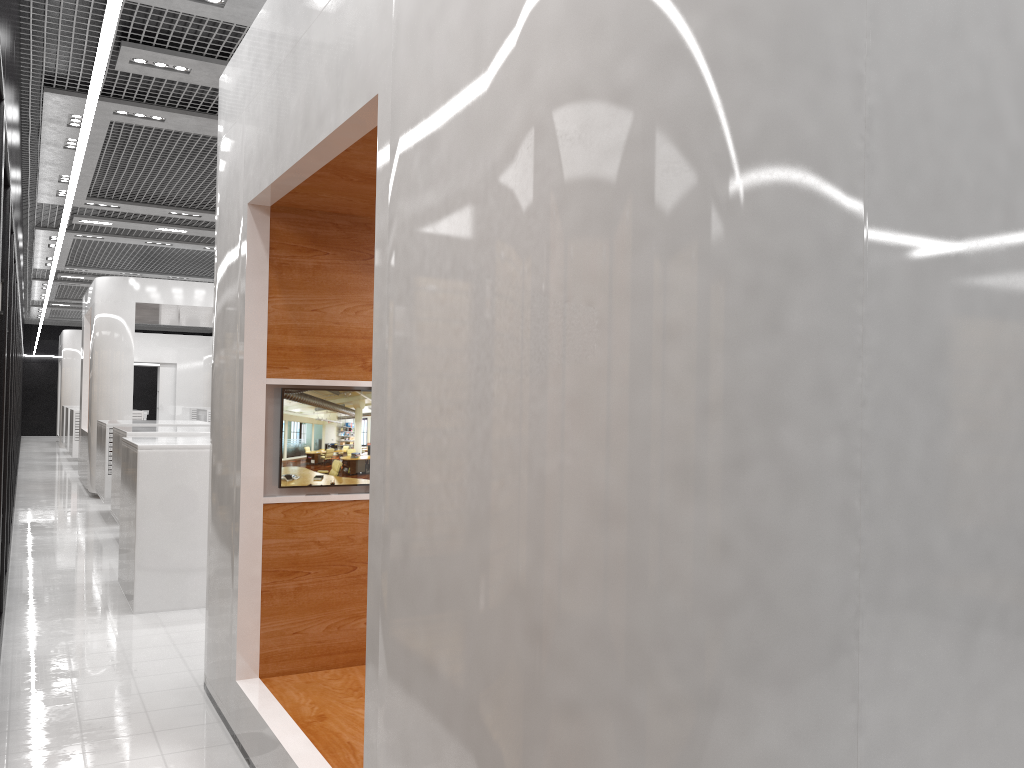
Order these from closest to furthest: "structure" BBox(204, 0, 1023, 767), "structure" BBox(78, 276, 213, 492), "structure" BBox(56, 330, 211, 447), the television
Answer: "structure" BBox(204, 0, 1023, 767) → the television → "structure" BBox(78, 276, 213, 492) → "structure" BBox(56, 330, 211, 447)

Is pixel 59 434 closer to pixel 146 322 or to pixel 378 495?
pixel 146 322

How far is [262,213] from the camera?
4.2m

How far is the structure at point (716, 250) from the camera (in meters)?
1.64

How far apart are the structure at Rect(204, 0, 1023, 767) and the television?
0.0m

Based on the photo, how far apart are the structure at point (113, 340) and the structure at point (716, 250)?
9.47m

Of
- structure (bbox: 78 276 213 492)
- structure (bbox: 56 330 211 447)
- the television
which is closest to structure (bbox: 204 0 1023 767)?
the television

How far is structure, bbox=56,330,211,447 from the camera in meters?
24.9

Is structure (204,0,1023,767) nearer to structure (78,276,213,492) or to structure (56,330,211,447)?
structure (78,276,213,492)

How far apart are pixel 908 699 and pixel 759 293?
0.86m
